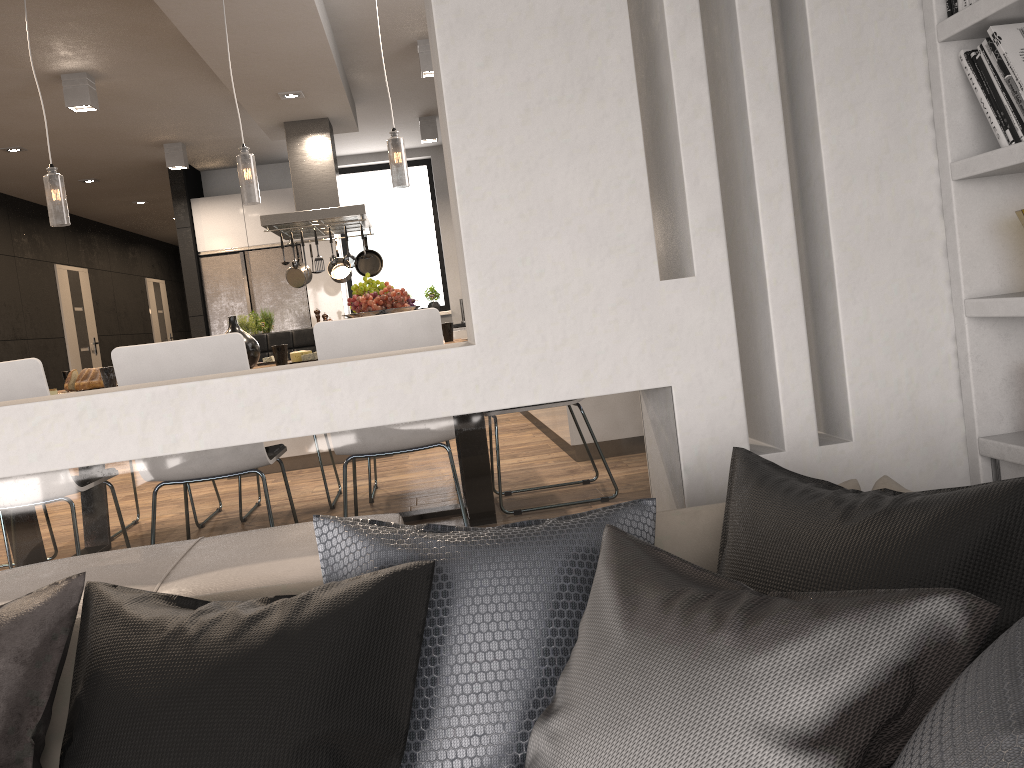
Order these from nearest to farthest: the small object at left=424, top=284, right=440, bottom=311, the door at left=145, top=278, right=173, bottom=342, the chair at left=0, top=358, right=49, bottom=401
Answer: the chair at left=0, top=358, right=49, bottom=401, the small object at left=424, top=284, right=440, bottom=311, the door at left=145, top=278, right=173, bottom=342

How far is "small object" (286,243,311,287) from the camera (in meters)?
7.39

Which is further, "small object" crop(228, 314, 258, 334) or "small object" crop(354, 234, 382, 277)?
"small object" crop(354, 234, 382, 277)

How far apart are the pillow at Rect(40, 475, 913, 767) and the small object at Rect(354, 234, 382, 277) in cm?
611

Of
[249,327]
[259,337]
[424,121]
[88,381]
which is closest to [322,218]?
[249,327]

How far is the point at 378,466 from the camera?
2.2 meters

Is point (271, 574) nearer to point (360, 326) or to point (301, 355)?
point (360, 326)

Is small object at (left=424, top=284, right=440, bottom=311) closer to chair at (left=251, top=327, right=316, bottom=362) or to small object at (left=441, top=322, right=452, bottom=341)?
chair at (left=251, top=327, right=316, bottom=362)

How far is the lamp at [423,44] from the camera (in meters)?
5.85

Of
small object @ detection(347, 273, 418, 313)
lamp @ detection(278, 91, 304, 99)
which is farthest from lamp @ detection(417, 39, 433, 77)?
small object @ detection(347, 273, 418, 313)
